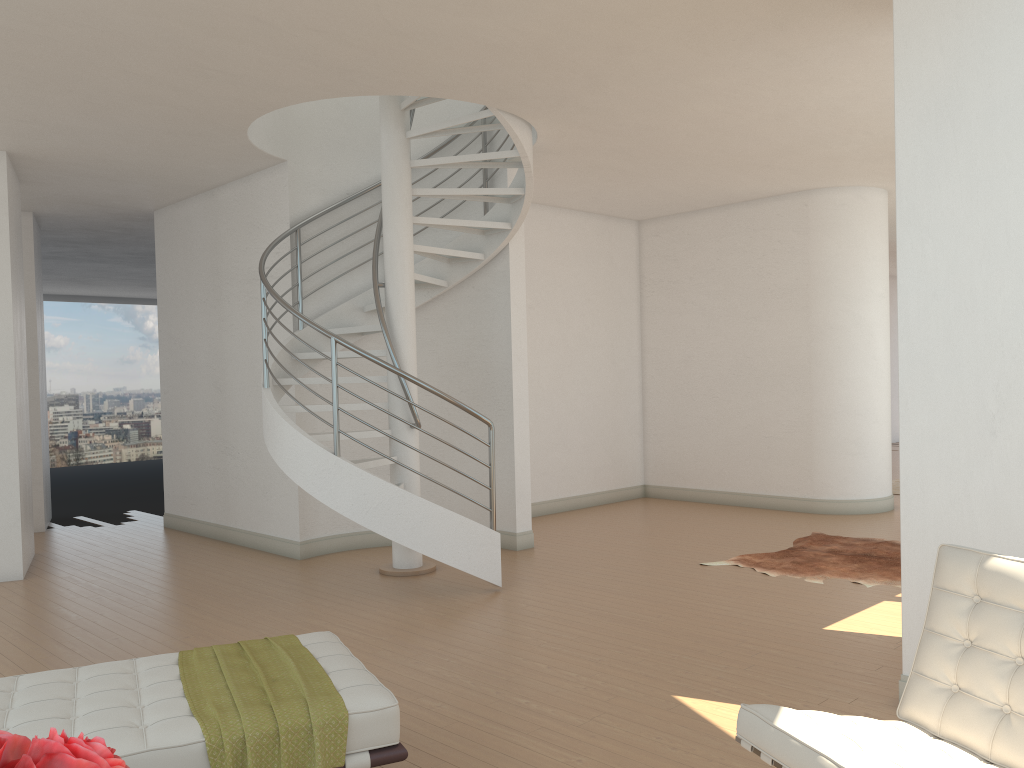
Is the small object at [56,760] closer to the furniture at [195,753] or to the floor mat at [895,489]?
the furniture at [195,753]

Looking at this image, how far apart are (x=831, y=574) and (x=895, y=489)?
5.1m

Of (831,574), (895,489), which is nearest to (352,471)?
(831,574)

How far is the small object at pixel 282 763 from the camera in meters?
2.6 m

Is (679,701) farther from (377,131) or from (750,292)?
(750,292)

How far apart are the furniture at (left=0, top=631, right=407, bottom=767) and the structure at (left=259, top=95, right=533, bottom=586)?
2.4 meters

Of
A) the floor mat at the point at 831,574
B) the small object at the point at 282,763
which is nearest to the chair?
the small object at the point at 282,763

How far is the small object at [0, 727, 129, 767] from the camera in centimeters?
103cm

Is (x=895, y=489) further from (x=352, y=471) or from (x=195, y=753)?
(x=195, y=753)

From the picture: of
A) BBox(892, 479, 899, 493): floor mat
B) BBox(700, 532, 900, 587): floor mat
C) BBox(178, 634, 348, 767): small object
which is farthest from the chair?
BBox(892, 479, 899, 493): floor mat
